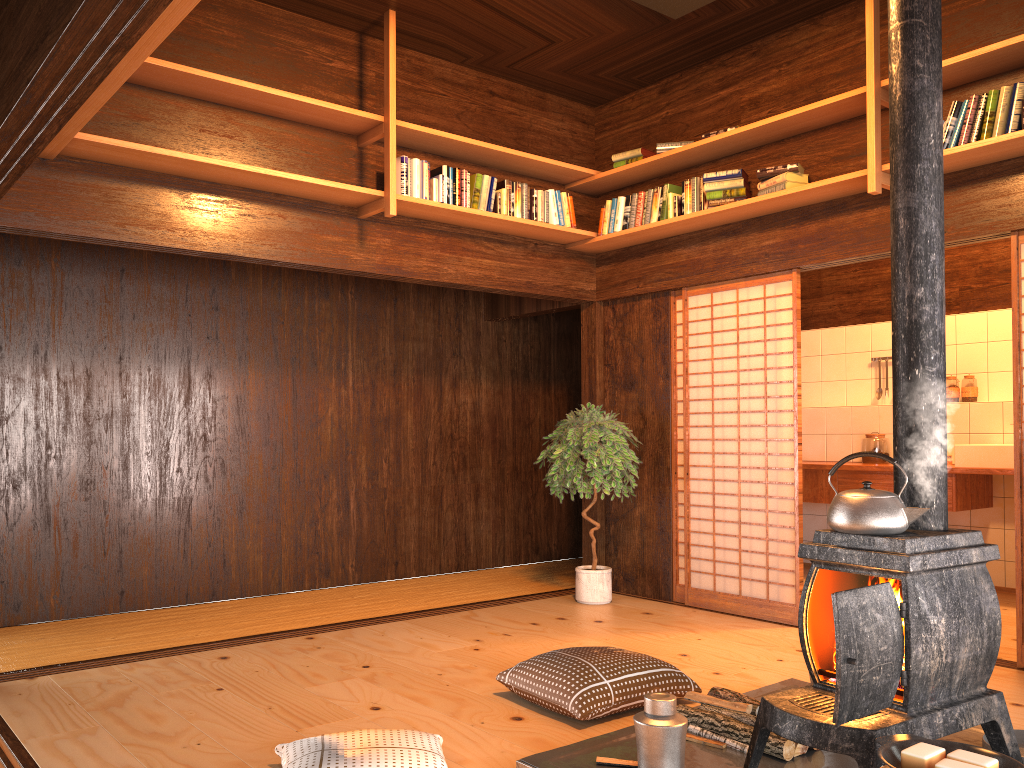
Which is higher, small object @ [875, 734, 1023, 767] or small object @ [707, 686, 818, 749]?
A: small object @ [875, 734, 1023, 767]

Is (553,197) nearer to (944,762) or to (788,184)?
(788,184)

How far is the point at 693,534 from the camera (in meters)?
8.29

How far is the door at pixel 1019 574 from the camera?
4.14m

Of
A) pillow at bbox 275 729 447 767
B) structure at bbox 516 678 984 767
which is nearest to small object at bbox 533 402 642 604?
structure at bbox 516 678 984 767

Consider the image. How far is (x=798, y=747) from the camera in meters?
2.8

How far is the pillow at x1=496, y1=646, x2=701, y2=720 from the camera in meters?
3.3

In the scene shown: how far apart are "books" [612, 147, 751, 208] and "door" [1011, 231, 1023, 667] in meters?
1.4 m

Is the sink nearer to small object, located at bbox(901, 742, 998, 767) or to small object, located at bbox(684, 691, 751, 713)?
small object, located at bbox(684, 691, 751, 713)

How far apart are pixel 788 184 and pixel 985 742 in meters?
3.0
